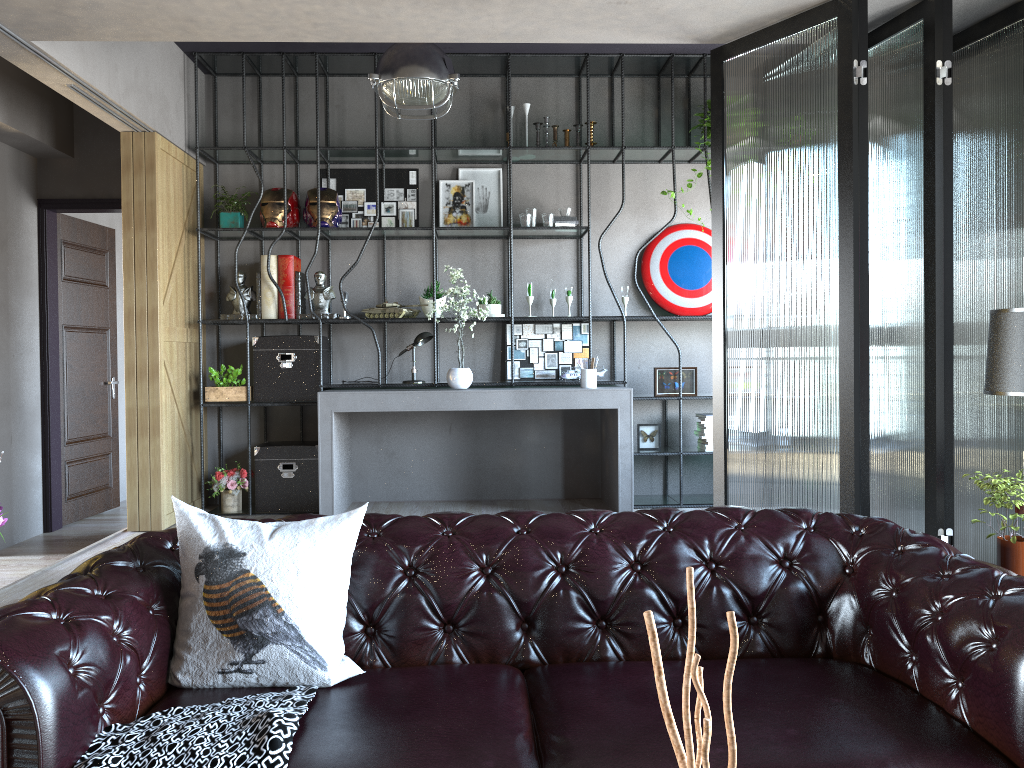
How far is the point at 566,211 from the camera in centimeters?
659cm

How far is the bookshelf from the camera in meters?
6.3 m

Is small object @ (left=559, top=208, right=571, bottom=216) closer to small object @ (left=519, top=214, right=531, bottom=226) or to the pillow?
small object @ (left=519, top=214, right=531, bottom=226)

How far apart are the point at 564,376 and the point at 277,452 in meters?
2.2

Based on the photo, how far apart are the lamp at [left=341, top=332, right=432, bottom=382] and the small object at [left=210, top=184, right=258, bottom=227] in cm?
153

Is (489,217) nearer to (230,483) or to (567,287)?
(567,287)

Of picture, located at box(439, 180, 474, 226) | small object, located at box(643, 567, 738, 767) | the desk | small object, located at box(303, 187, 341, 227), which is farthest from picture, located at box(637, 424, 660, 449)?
small object, located at box(643, 567, 738, 767)

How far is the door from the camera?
6.8m

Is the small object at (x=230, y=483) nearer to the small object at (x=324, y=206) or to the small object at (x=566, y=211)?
the small object at (x=324, y=206)

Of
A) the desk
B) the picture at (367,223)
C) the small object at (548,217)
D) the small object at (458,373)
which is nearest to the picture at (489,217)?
the picture at (367,223)
